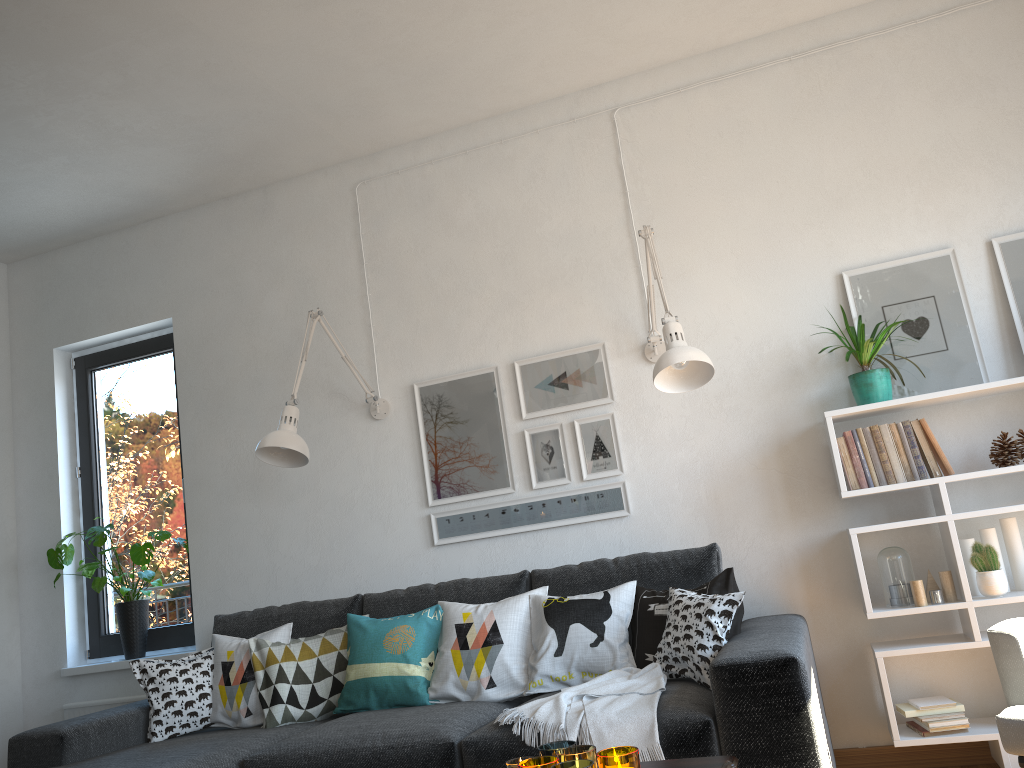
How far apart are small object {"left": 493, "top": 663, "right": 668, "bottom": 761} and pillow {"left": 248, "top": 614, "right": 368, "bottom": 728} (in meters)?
0.93

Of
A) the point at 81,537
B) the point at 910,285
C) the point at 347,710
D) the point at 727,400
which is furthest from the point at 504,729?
the point at 81,537

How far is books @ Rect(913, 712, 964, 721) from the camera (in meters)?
2.81

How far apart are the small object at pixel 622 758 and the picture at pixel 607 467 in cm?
185

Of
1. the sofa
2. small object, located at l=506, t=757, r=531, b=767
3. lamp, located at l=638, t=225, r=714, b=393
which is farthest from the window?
small object, located at l=506, t=757, r=531, b=767

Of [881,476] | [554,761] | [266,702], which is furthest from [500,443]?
[554,761]

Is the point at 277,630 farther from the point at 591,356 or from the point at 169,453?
the point at 591,356

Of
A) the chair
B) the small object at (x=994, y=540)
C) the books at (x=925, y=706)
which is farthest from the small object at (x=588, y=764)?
the small object at (x=994, y=540)

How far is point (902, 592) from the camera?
2.9 meters

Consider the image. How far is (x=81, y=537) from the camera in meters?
4.4
